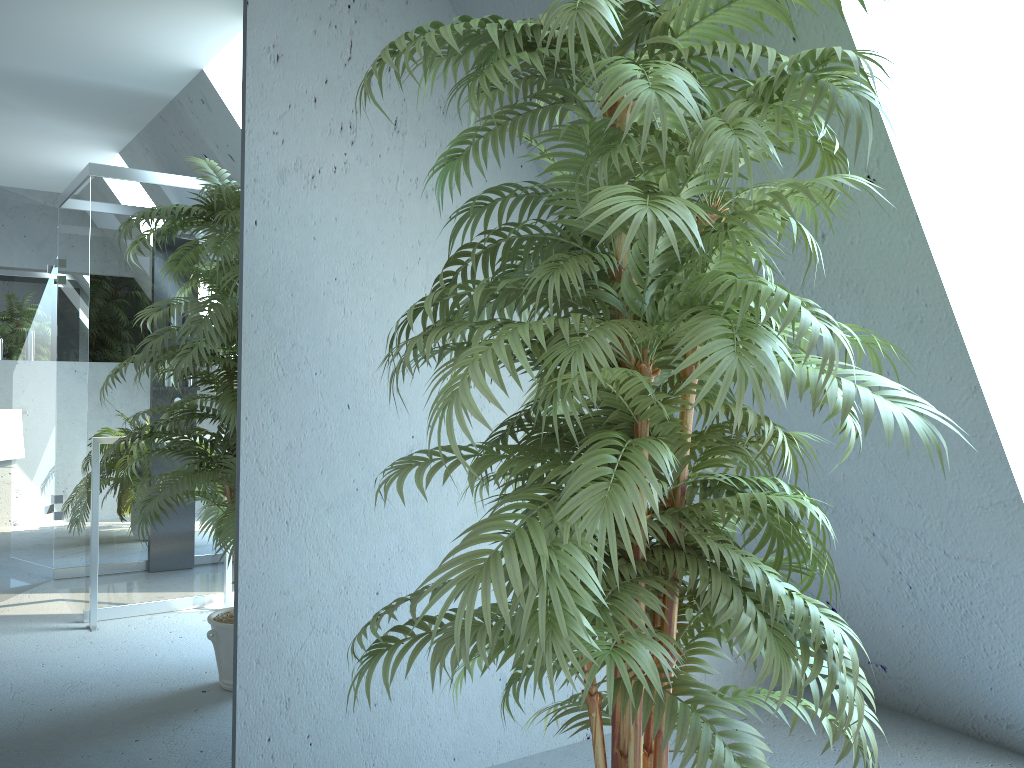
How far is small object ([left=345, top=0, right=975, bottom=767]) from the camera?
1.2m

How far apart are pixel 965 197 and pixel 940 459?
1.1m

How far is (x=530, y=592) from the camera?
1.2 meters

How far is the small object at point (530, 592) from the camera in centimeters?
117cm

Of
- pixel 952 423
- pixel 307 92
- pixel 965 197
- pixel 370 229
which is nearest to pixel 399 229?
pixel 370 229

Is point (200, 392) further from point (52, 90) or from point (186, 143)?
point (52, 90)
